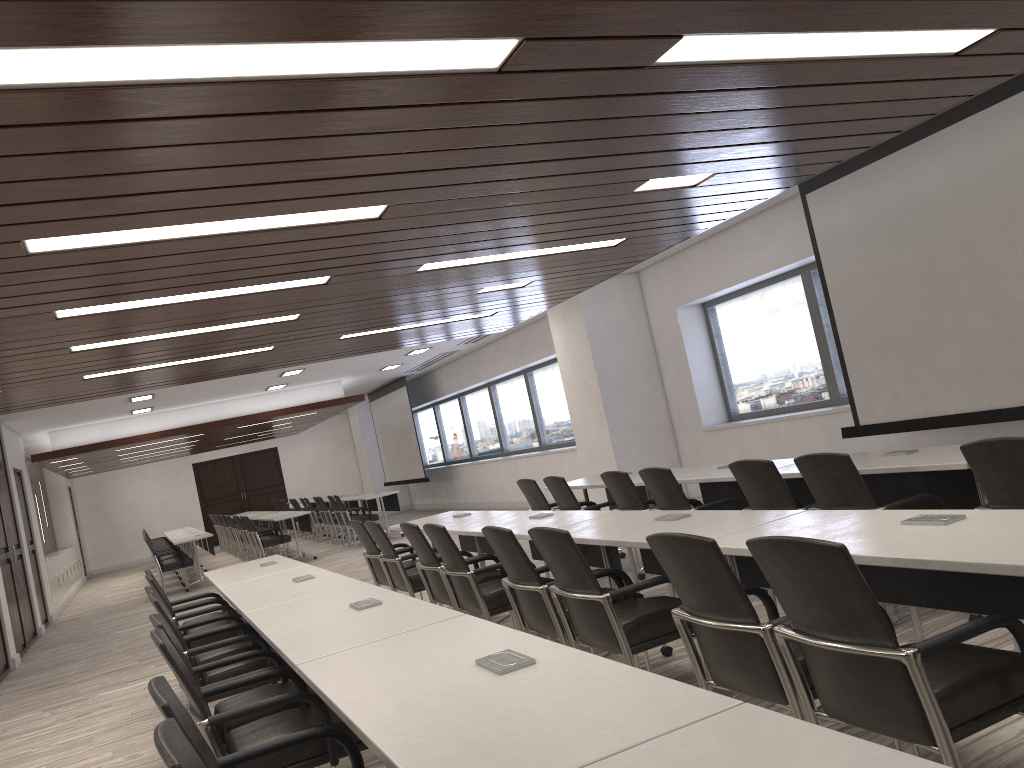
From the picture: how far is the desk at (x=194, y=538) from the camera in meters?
13.5

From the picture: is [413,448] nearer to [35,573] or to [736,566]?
[35,573]

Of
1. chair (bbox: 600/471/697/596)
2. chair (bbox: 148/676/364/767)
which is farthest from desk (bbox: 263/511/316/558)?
chair (bbox: 148/676/364/767)

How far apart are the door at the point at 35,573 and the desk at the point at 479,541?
8.41m

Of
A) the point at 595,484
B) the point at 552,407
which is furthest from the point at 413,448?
the point at 595,484

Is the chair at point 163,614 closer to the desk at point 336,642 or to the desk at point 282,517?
the desk at point 336,642

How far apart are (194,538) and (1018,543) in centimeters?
1294cm

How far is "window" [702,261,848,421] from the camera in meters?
8.8

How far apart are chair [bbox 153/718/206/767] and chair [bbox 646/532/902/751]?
1.5m

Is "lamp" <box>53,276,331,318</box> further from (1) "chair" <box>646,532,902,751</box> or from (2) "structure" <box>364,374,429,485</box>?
(2) "structure" <box>364,374,429,485</box>
